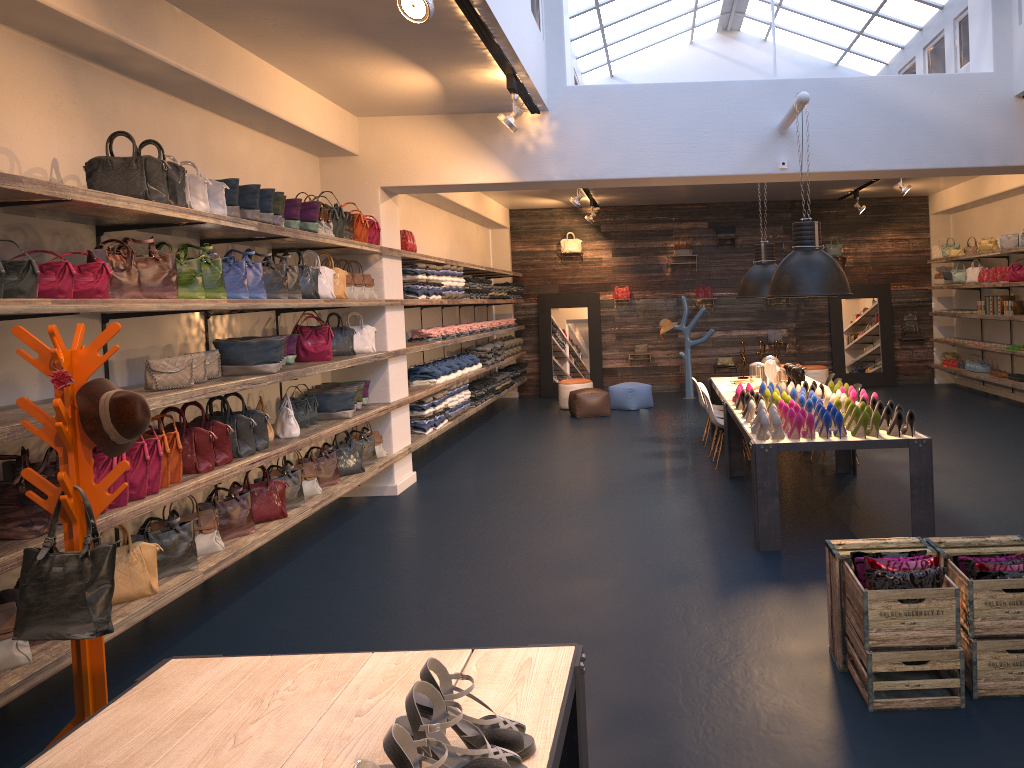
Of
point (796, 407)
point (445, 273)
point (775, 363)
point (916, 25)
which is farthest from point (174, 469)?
point (916, 25)

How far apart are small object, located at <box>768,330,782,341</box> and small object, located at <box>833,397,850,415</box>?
9.37m

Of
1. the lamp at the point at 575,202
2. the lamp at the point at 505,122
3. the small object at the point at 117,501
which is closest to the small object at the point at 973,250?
the lamp at the point at 575,202

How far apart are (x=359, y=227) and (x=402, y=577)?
3.3 meters

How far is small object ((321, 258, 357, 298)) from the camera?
7.6 meters

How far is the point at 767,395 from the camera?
7.4 meters

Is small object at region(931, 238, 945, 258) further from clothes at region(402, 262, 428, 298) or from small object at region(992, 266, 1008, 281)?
clothes at region(402, 262, 428, 298)

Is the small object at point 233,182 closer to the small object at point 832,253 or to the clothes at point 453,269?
the clothes at point 453,269

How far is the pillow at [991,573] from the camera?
3.58m

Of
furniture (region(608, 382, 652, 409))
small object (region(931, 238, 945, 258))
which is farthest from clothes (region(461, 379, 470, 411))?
small object (region(931, 238, 945, 258))
